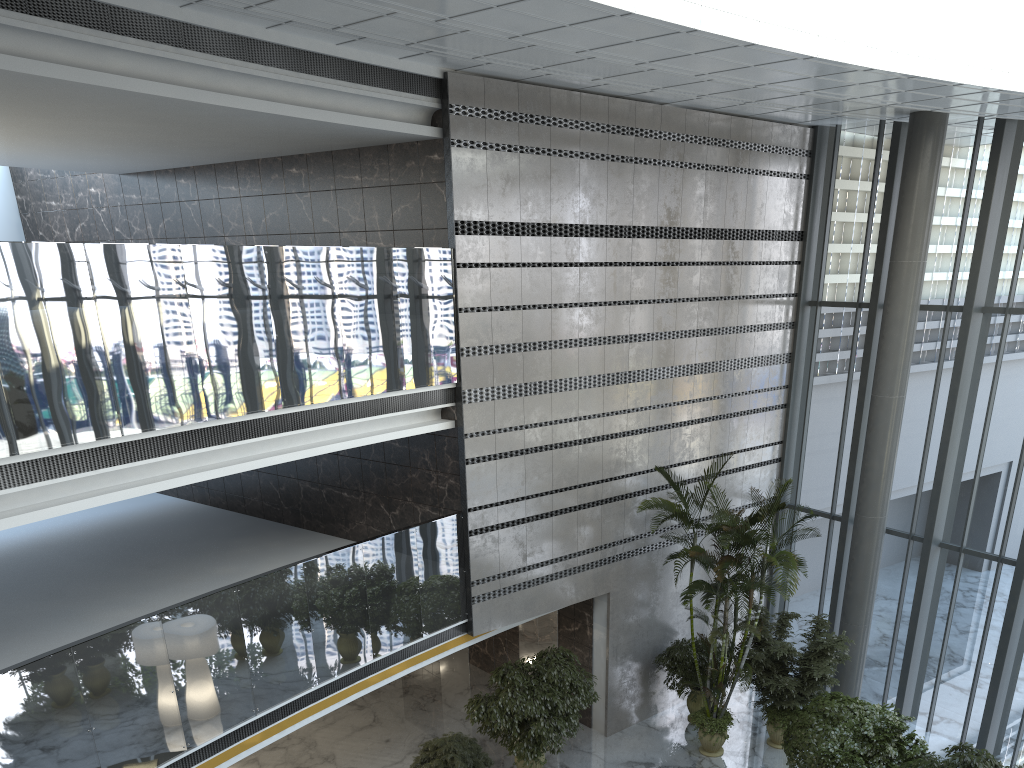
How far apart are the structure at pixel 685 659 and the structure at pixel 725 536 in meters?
0.2

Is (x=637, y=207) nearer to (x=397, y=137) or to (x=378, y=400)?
(x=397, y=137)

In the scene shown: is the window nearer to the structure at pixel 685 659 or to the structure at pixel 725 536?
the structure at pixel 725 536

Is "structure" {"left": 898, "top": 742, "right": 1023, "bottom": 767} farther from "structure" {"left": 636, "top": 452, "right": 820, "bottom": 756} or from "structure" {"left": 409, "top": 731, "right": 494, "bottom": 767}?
"structure" {"left": 409, "top": 731, "right": 494, "bottom": 767}

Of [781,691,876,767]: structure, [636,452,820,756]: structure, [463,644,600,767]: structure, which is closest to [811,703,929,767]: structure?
[781,691,876,767]: structure

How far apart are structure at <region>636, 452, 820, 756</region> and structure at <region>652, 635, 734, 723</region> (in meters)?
0.19

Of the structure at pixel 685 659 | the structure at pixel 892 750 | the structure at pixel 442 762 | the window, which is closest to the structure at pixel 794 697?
the structure at pixel 685 659

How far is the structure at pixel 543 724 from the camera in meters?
10.5

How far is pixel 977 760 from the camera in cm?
886

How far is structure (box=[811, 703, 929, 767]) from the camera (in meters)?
9.45
